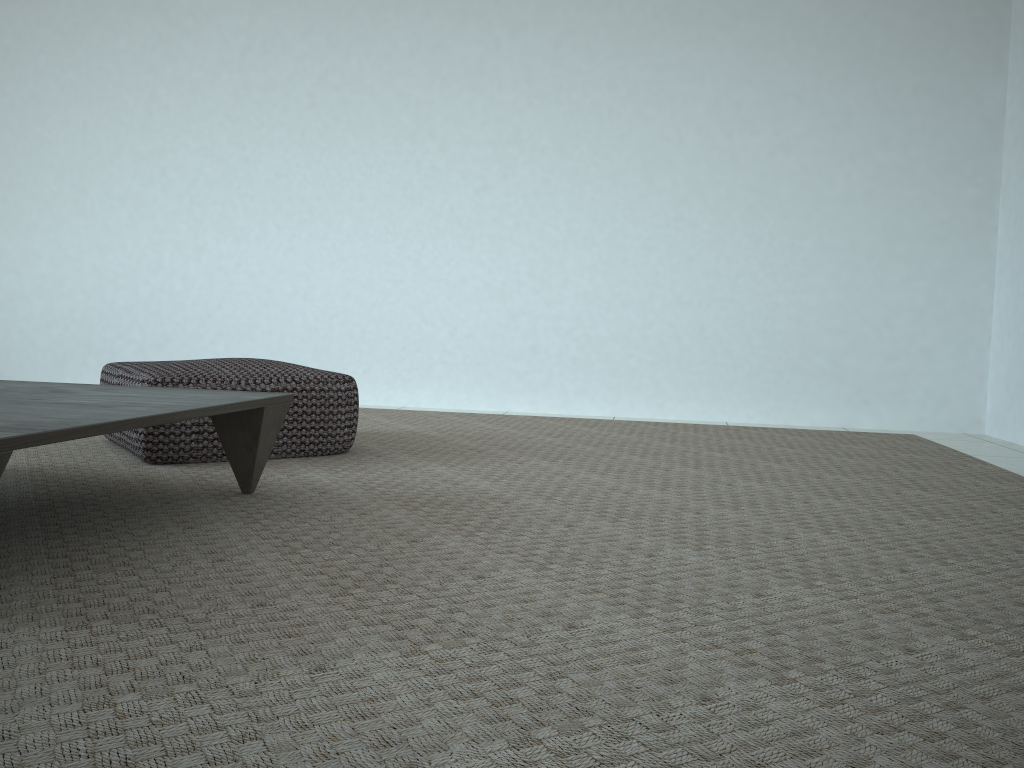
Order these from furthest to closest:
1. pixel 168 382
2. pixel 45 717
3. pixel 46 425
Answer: pixel 168 382 < pixel 46 425 < pixel 45 717

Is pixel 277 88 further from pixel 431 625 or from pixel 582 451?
pixel 431 625

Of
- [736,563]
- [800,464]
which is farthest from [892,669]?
[800,464]

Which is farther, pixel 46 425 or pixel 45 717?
pixel 46 425

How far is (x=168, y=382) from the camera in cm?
229

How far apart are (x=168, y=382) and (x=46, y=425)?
1.1 meters

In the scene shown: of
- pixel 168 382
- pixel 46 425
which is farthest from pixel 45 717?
pixel 168 382

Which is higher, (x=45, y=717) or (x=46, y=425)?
(x=46, y=425)

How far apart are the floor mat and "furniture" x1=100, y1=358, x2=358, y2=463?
0.0m

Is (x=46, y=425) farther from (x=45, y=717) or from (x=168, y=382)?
(x=168, y=382)
